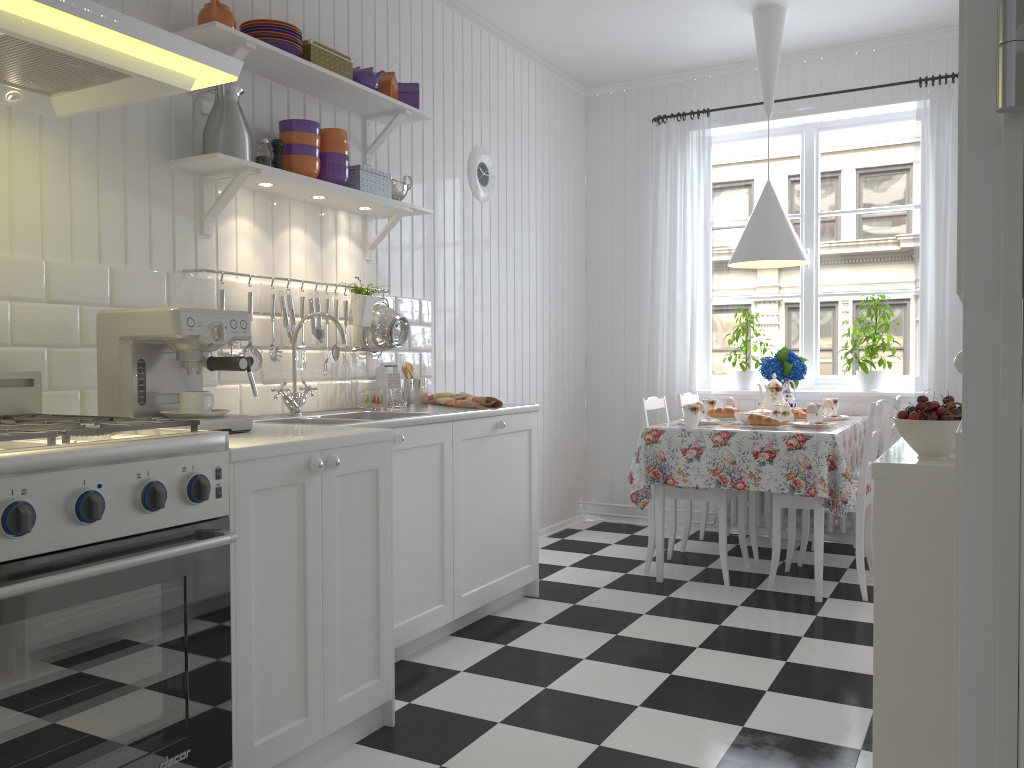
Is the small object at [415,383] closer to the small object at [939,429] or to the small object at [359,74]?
the small object at [359,74]

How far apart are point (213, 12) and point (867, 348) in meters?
3.6 m

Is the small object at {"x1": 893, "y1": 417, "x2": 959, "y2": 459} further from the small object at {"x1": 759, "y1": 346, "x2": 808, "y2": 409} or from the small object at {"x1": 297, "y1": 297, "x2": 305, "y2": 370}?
the small object at {"x1": 759, "y1": 346, "x2": 808, "y2": 409}

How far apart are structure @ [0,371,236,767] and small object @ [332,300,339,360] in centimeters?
123cm

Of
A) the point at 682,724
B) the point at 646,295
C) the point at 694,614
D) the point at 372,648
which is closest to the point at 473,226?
the point at 646,295

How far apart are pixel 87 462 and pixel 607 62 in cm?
421

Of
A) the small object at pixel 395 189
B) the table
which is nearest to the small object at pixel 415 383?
the small object at pixel 395 189

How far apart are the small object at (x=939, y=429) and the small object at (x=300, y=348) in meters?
2.1 m

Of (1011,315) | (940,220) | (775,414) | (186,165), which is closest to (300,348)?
(186,165)

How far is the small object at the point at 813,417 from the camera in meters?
4.0
